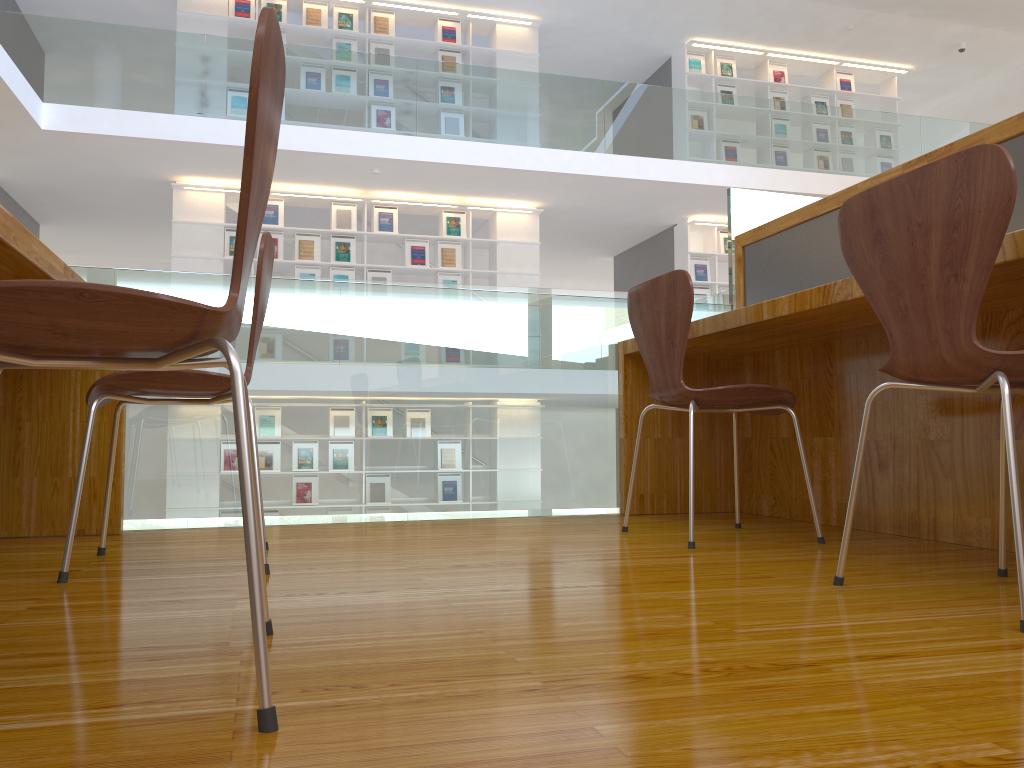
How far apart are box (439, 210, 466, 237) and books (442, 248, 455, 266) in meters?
0.2

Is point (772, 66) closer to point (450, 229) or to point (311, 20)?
point (450, 229)

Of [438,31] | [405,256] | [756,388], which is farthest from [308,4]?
[756,388]

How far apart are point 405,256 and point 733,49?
4.5m

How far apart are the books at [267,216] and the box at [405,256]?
1.30m

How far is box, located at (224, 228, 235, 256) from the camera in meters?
8.6 m

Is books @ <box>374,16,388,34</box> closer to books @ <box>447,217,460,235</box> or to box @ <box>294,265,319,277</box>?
books @ <box>447,217,460,235</box>

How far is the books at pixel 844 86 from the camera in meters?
10.7 m

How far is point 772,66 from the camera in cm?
1045

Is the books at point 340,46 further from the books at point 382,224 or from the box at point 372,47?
the books at point 382,224
